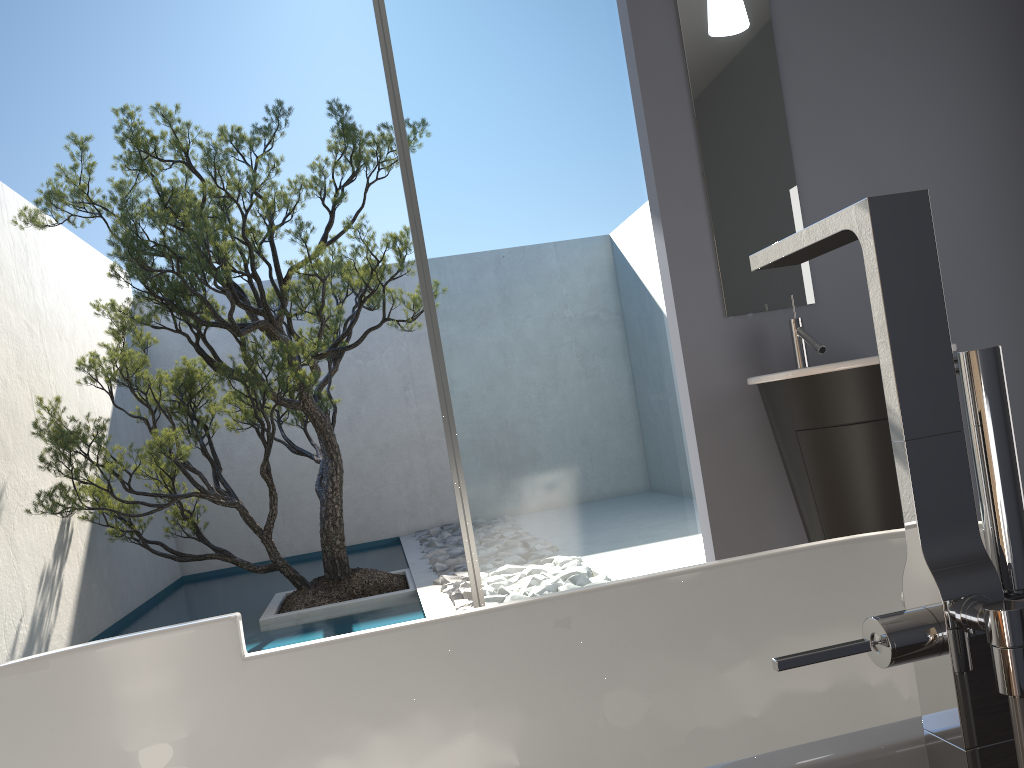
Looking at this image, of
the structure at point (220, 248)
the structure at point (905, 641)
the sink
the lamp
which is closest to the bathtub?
the structure at point (905, 641)

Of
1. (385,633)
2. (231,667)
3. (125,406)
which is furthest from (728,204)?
(125,406)

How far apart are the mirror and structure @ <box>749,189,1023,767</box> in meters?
2.4 m

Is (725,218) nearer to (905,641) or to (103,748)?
(103,748)

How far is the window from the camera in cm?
324

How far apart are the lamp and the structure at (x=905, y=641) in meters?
2.7

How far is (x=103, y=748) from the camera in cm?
140

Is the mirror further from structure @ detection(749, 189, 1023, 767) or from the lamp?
structure @ detection(749, 189, 1023, 767)

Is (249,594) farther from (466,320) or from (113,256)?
(466,320)

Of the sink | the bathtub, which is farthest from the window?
the bathtub
